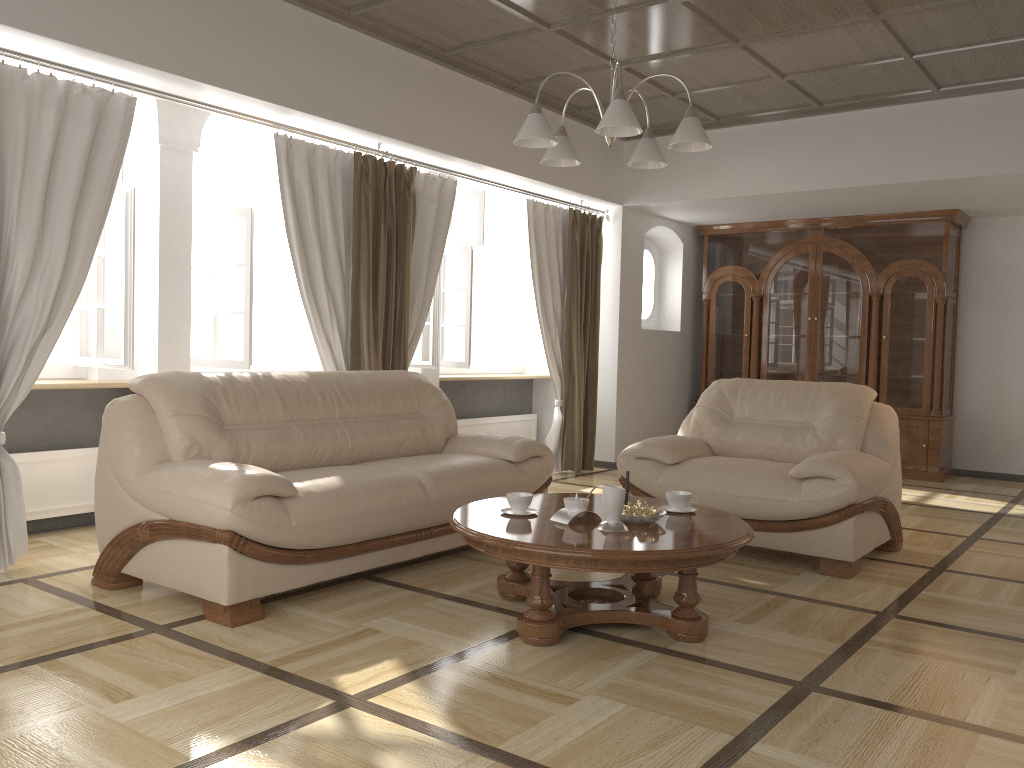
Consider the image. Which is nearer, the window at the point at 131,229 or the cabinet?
the window at the point at 131,229

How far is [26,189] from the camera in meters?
3.9 m

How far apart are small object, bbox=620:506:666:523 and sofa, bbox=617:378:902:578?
1.3m

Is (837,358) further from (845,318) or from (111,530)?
(111,530)

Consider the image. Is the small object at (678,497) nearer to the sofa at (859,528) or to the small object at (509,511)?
the small object at (509,511)

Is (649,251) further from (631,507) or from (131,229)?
(631,507)

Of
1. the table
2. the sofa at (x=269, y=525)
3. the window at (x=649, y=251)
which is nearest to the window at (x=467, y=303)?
the window at (x=649, y=251)

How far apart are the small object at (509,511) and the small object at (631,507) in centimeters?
41cm

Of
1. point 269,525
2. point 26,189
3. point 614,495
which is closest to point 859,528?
Result: point 614,495

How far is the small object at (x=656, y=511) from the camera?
3.3m
